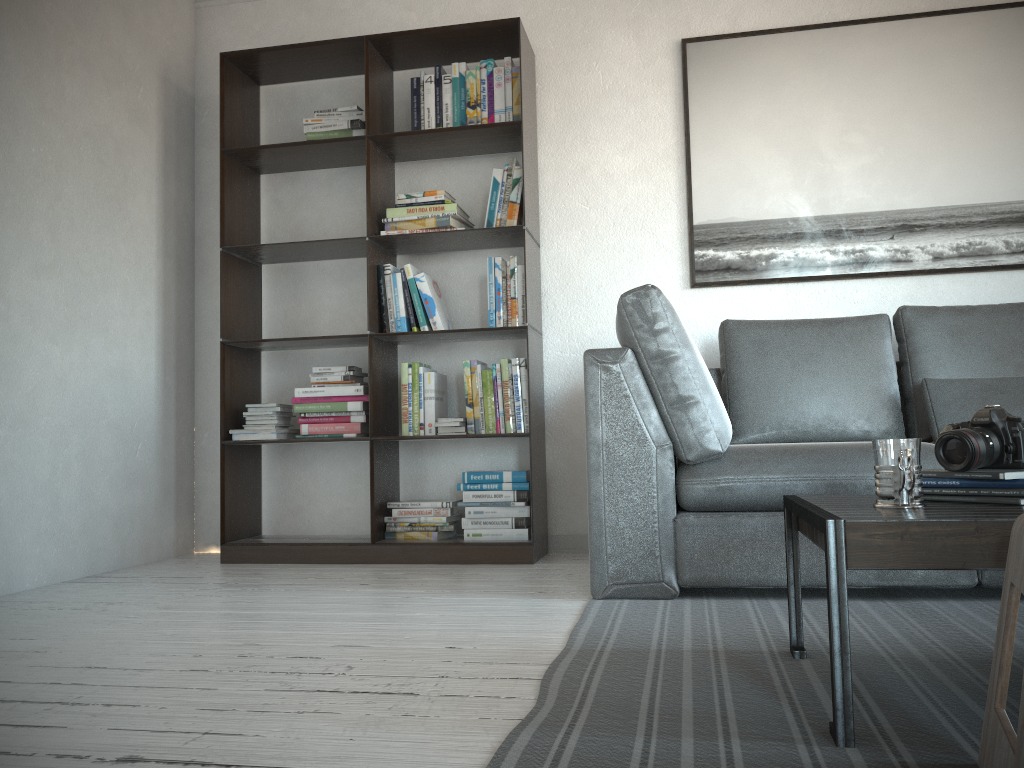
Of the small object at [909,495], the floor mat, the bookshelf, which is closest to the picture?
the bookshelf

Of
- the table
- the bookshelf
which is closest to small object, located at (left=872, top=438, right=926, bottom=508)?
the table

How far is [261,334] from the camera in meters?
3.9

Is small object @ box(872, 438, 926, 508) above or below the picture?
below

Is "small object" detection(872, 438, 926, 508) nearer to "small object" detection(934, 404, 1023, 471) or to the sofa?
"small object" detection(934, 404, 1023, 471)

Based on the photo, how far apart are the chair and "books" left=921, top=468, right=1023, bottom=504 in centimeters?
39cm

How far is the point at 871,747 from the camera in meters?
1.3

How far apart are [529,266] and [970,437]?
2.1m

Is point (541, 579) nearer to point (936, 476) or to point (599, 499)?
point (599, 499)

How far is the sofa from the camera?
2.4m
